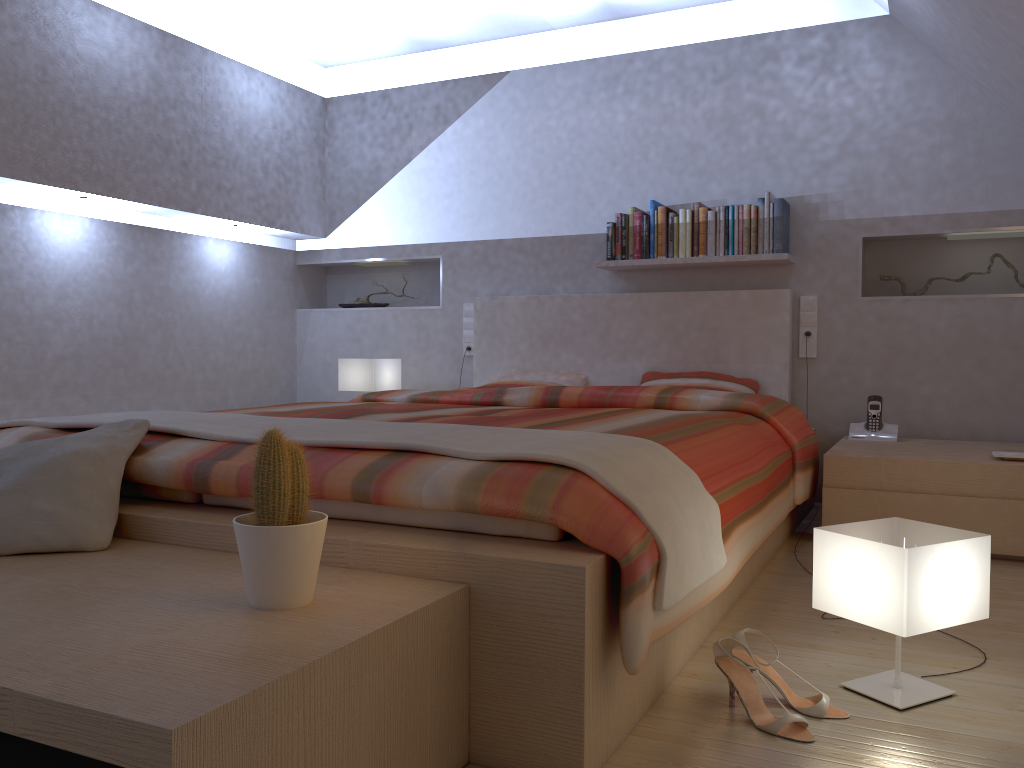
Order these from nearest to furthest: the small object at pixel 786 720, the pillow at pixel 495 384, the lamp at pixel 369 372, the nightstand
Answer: the small object at pixel 786 720, the nightstand, the pillow at pixel 495 384, the lamp at pixel 369 372

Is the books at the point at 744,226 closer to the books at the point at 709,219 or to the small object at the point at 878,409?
the books at the point at 709,219

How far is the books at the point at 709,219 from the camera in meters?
4.1 m

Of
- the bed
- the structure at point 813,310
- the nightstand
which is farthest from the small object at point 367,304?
the nightstand

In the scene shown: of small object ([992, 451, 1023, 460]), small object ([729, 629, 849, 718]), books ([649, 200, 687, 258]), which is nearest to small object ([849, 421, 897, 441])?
small object ([992, 451, 1023, 460])

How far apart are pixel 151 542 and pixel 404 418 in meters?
1.0 m

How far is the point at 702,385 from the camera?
4.0 meters

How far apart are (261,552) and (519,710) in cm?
50

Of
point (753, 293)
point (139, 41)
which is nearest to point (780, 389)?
point (753, 293)

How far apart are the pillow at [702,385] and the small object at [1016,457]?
1.09m
